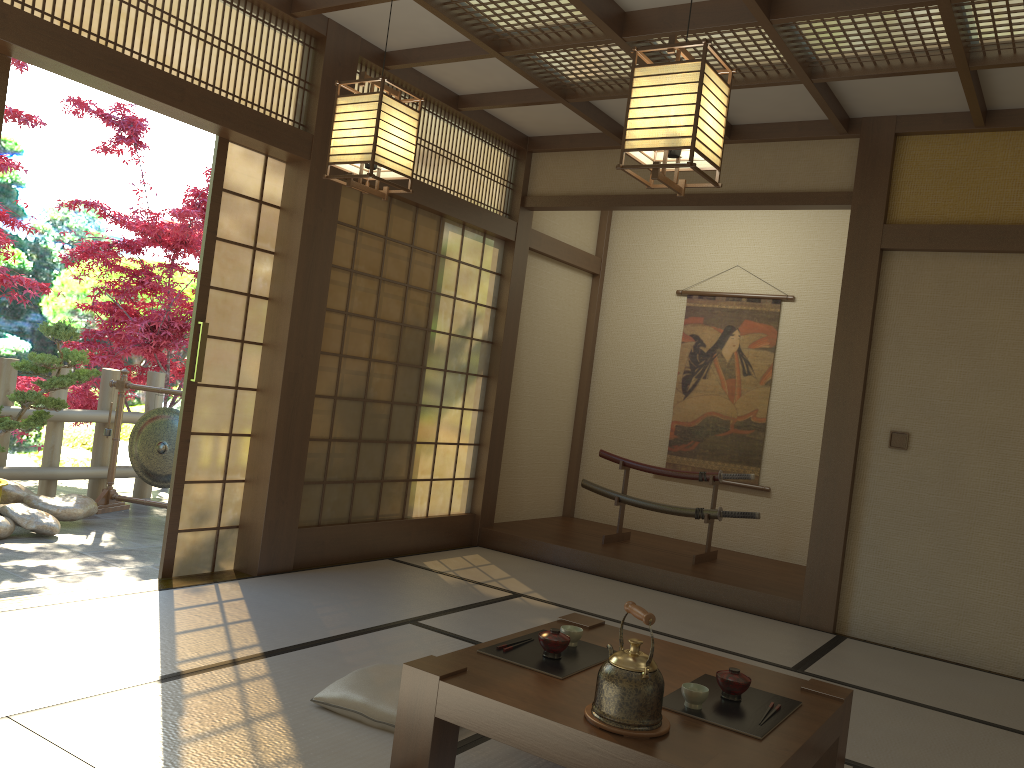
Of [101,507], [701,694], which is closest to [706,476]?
[701,694]

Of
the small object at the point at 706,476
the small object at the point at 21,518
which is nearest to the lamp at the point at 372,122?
the small object at the point at 21,518

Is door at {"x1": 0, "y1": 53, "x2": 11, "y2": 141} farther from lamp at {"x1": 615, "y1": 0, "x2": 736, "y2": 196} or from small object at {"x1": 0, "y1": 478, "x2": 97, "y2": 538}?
small object at {"x1": 0, "y1": 478, "x2": 97, "y2": 538}

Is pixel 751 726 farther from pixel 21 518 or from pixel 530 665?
pixel 21 518

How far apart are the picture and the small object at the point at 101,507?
3.8m

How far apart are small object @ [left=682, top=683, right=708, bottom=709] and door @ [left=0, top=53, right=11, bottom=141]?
3.4 meters

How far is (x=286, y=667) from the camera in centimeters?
334cm

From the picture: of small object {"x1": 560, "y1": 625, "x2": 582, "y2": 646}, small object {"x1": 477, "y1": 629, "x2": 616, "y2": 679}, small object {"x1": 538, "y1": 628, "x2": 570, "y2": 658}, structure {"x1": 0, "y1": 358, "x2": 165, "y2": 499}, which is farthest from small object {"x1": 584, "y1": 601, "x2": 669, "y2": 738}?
structure {"x1": 0, "y1": 358, "x2": 165, "y2": 499}

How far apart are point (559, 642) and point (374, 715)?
0.69m

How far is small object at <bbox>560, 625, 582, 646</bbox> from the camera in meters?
2.8 m
